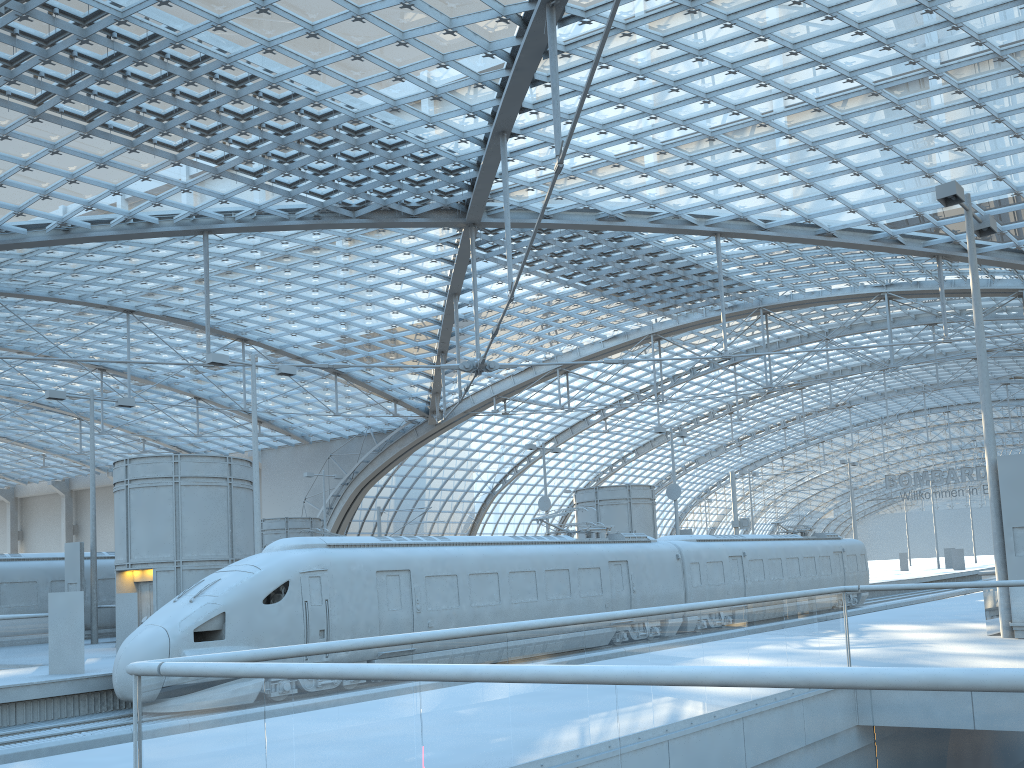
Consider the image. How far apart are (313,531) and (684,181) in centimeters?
2170cm

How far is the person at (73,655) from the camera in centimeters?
1740cm

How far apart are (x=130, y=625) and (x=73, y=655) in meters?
4.6

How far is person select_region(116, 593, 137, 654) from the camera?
21.84m

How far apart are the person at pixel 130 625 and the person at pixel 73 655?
4.3 meters

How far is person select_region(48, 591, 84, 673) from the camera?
17.4 meters

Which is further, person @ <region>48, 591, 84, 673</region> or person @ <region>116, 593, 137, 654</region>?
person @ <region>116, 593, 137, 654</region>

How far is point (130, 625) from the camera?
21.8m

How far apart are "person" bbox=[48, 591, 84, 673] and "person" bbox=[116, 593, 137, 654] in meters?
4.3 m
